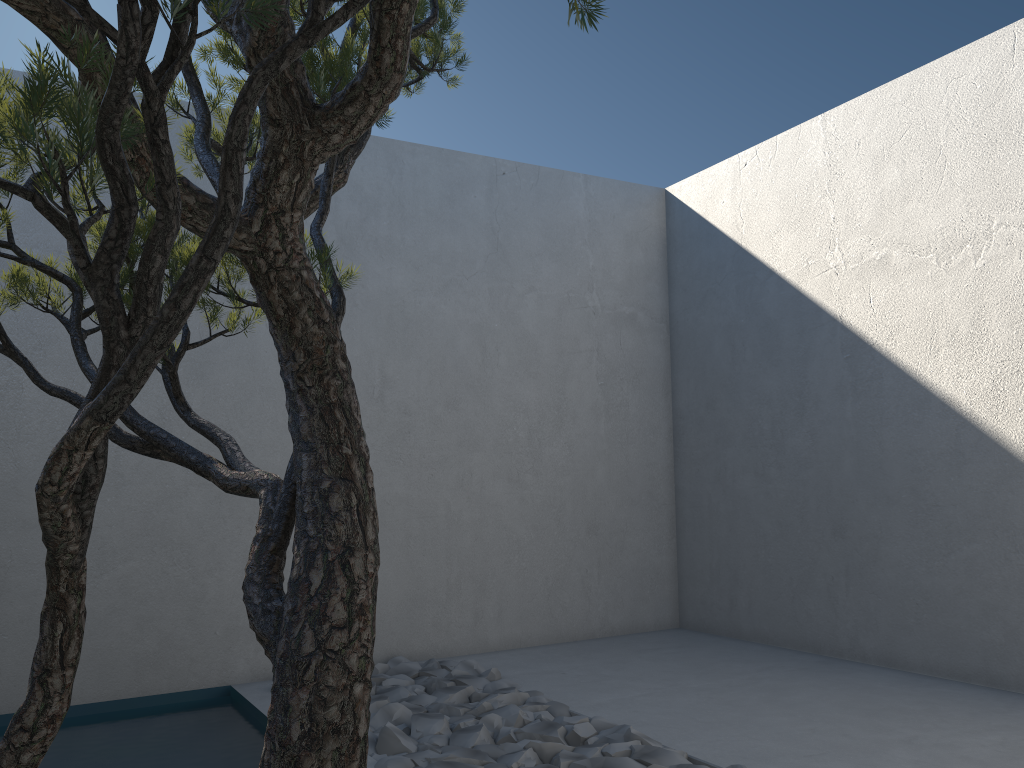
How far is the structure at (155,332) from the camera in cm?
88

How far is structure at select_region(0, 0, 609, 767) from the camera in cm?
88

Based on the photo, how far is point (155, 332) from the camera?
0.88m
